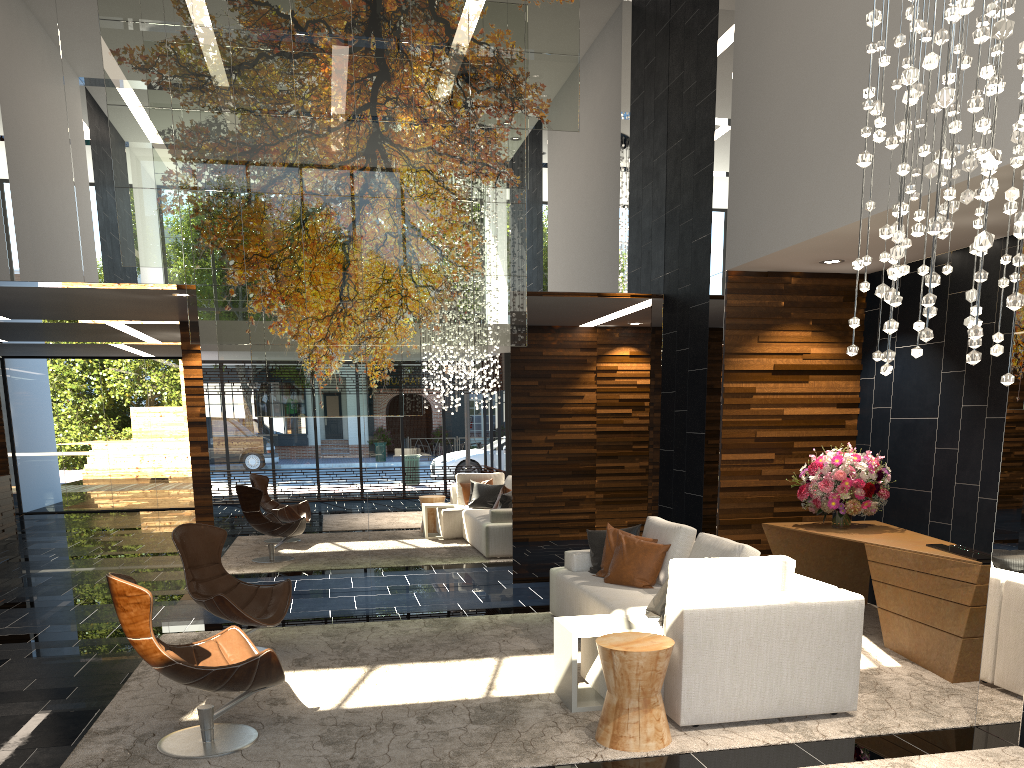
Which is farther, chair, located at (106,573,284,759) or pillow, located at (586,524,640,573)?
pillow, located at (586,524,640,573)

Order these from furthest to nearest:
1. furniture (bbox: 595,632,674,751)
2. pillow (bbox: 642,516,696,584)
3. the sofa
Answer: pillow (bbox: 642,516,696,584) → the sofa → furniture (bbox: 595,632,674,751)

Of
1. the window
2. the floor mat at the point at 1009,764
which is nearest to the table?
the floor mat at the point at 1009,764

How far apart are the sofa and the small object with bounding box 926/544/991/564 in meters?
1.2

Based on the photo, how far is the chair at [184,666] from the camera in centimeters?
391cm

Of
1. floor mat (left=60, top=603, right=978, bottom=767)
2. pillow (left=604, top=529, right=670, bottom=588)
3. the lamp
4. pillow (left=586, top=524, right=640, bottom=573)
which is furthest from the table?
the lamp

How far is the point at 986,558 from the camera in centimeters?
518cm

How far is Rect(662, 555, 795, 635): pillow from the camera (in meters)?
4.49

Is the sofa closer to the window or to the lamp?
the lamp

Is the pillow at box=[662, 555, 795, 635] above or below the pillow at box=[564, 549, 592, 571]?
above
